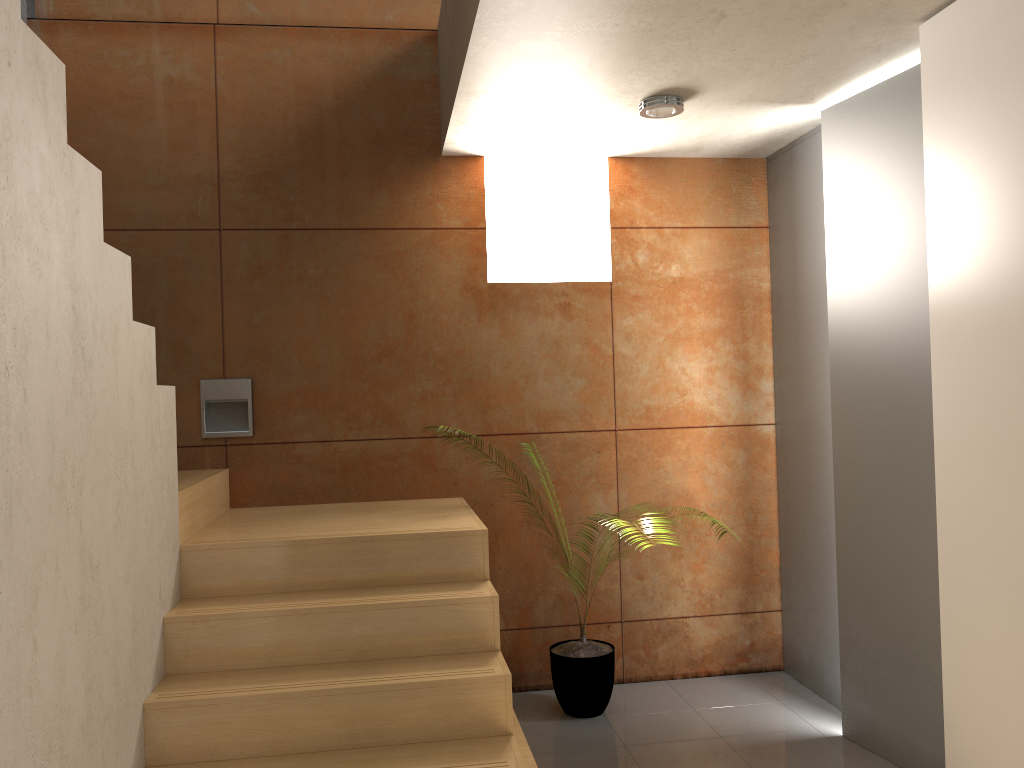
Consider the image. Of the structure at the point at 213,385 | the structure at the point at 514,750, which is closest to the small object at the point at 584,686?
the structure at the point at 514,750

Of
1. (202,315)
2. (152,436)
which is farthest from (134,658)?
(202,315)

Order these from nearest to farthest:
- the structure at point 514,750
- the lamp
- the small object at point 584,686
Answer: the structure at point 514,750, the lamp, the small object at point 584,686

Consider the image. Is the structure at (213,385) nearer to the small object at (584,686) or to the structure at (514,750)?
the structure at (514,750)

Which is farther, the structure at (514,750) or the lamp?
the lamp

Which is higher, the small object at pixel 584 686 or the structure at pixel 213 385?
the structure at pixel 213 385

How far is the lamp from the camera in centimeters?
340cm

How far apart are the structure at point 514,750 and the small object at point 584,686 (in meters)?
0.59

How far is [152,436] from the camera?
2.7 meters

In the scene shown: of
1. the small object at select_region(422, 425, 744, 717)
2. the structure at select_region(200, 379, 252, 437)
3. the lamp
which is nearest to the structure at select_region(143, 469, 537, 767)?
the structure at select_region(200, 379, 252, 437)
